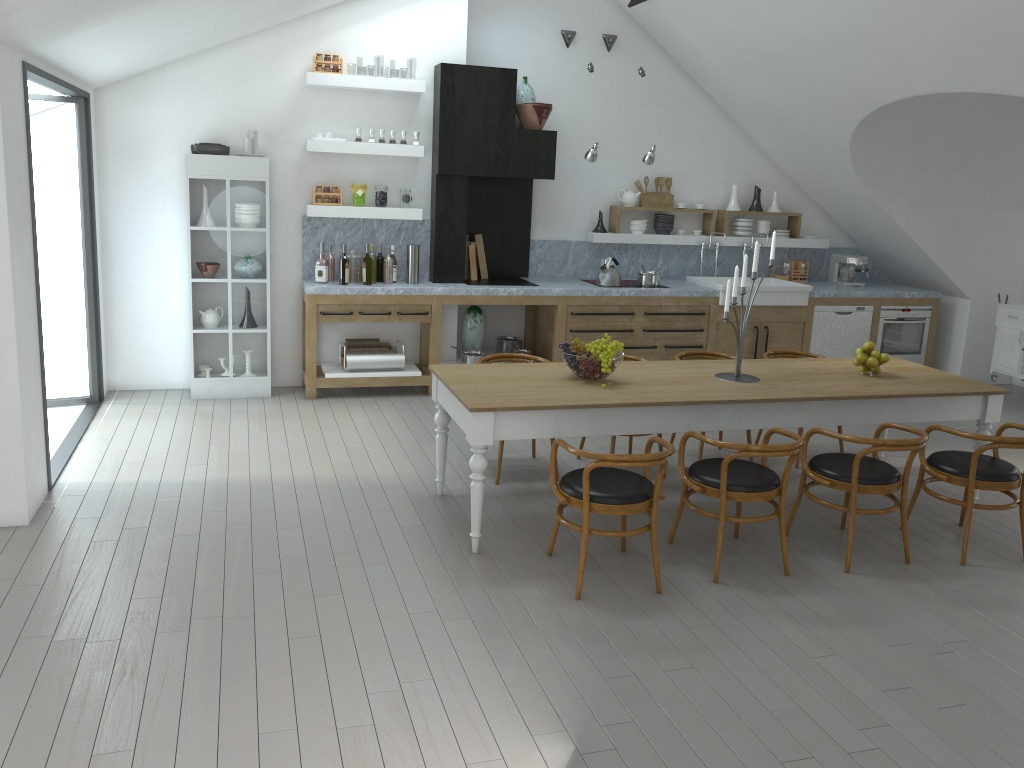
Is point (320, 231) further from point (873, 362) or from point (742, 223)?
point (873, 362)

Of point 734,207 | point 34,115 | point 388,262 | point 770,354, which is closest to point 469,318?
point 388,262

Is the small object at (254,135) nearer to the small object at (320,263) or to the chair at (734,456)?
the small object at (320,263)

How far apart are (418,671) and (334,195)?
5.04m

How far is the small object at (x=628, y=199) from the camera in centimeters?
877cm

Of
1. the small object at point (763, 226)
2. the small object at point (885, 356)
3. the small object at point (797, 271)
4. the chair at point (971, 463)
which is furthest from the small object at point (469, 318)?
the chair at point (971, 463)

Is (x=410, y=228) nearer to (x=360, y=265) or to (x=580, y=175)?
(x=360, y=265)

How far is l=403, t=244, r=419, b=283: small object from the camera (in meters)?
7.71

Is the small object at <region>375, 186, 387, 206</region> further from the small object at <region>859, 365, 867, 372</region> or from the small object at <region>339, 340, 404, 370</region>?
the small object at <region>859, 365, 867, 372</region>

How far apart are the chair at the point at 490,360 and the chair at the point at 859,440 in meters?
2.1
